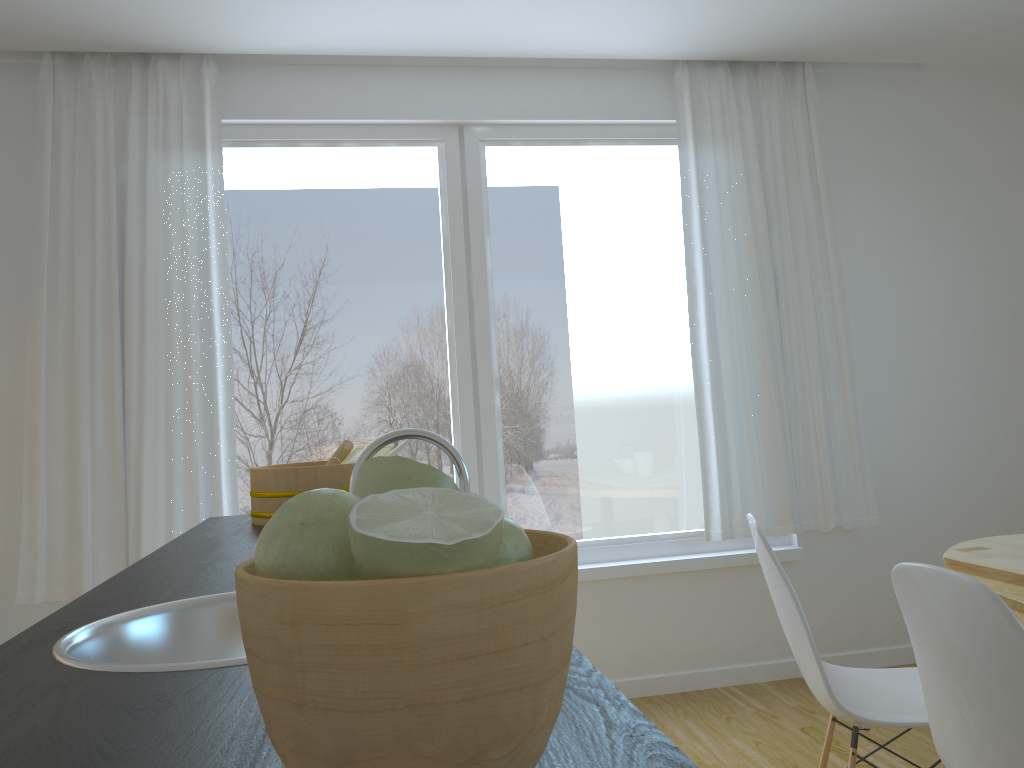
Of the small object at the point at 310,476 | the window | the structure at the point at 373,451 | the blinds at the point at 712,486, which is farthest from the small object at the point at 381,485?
the blinds at the point at 712,486

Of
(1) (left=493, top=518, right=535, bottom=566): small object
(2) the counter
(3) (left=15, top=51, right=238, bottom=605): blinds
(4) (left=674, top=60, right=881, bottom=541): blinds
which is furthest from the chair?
(3) (left=15, top=51, right=238, bottom=605): blinds

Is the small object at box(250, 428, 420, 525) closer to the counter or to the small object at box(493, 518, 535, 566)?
the counter

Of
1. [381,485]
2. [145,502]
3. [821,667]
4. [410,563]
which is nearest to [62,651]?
[381,485]

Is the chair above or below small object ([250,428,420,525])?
below

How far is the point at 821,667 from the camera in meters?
2.0

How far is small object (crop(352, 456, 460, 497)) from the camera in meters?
0.6 m

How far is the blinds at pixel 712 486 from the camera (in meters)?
3.78

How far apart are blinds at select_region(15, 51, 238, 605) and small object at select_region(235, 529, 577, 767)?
3.01m

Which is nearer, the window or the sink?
the sink
